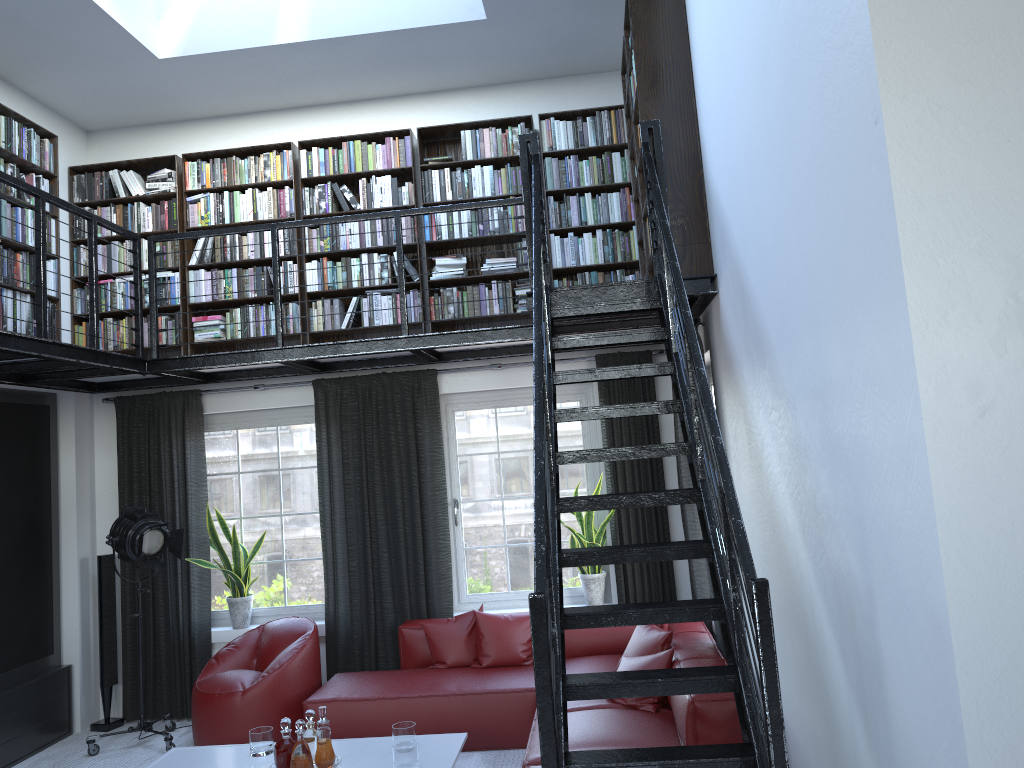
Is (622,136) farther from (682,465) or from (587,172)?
(682,465)

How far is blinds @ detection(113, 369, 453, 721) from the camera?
6.39m

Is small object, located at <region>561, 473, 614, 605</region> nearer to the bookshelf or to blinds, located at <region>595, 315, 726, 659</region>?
blinds, located at <region>595, 315, 726, 659</region>

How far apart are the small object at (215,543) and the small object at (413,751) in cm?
179

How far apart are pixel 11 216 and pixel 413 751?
4.1 meters

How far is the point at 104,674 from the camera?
6.4 meters

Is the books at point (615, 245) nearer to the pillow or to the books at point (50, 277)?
the books at point (50, 277)

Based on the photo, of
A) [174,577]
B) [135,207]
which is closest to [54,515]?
[174,577]

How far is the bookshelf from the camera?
4.5 meters

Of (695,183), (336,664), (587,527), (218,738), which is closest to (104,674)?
(218,738)
